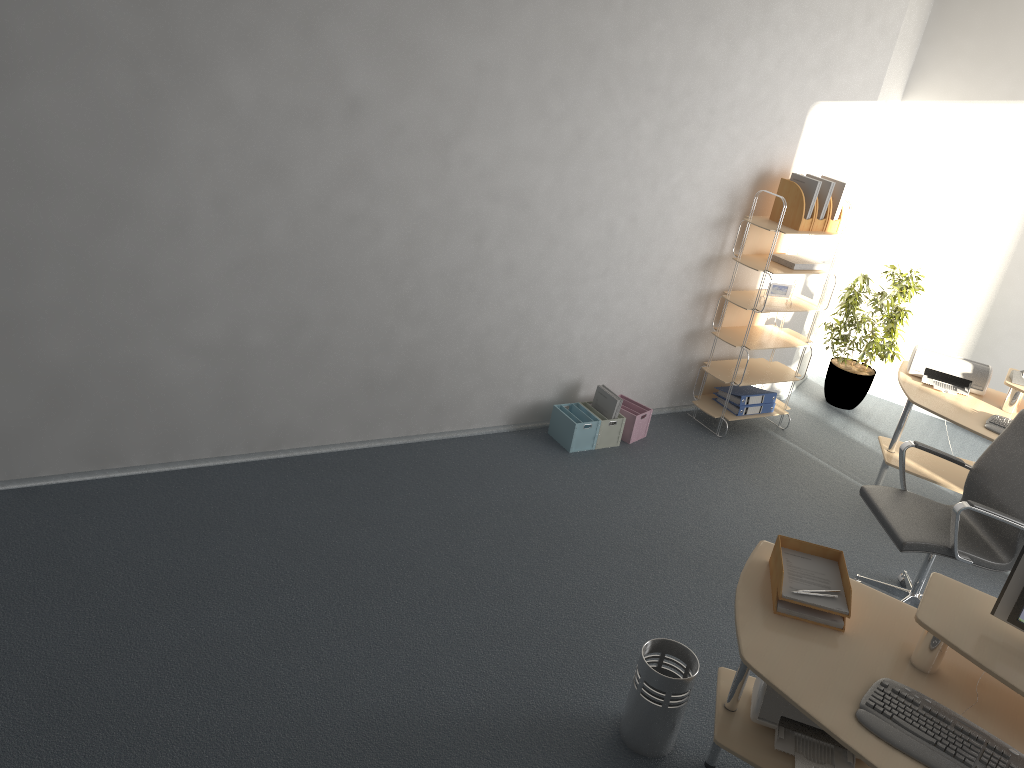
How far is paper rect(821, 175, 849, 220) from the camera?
5.4 meters

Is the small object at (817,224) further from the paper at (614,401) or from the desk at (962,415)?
the paper at (614,401)

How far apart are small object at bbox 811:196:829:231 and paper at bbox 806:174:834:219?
0.0 meters

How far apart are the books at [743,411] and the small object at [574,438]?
1.11m

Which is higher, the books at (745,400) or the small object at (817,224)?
the small object at (817,224)

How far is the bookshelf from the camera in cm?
546

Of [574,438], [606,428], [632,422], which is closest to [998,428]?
[632,422]

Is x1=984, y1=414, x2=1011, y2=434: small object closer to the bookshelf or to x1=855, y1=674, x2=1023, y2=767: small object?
the bookshelf

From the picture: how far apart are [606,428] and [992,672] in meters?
2.9

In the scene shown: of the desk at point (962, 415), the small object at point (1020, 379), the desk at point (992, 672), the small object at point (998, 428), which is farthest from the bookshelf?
the desk at point (992, 672)
